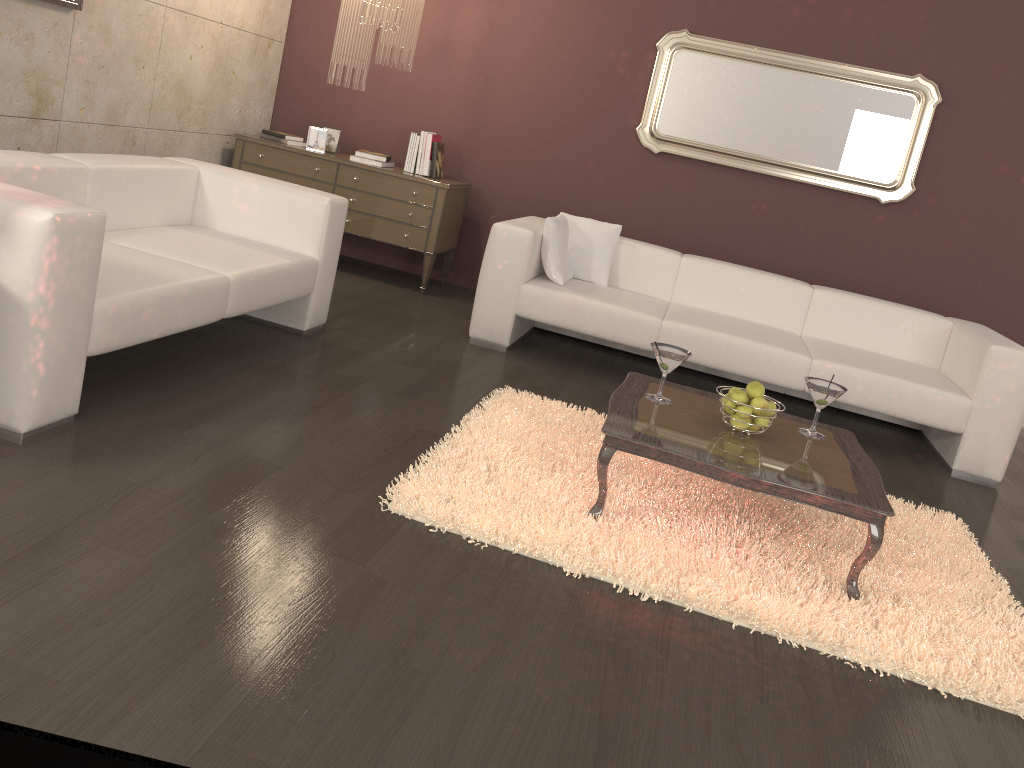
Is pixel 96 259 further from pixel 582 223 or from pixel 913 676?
pixel 582 223

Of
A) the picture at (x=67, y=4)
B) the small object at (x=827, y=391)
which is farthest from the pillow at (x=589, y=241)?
the picture at (x=67, y=4)

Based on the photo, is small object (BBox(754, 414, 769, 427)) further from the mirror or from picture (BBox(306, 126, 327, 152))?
picture (BBox(306, 126, 327, 152))

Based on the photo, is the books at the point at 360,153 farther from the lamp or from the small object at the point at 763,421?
the small object at the point at 763,421

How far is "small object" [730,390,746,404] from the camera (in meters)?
2.92

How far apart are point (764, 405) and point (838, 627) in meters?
0.8

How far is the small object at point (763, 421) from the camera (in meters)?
2.95

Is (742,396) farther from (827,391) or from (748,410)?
(827,391)

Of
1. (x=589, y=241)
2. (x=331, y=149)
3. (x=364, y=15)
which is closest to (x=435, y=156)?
(x=331, y=149)

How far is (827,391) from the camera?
3.1m
